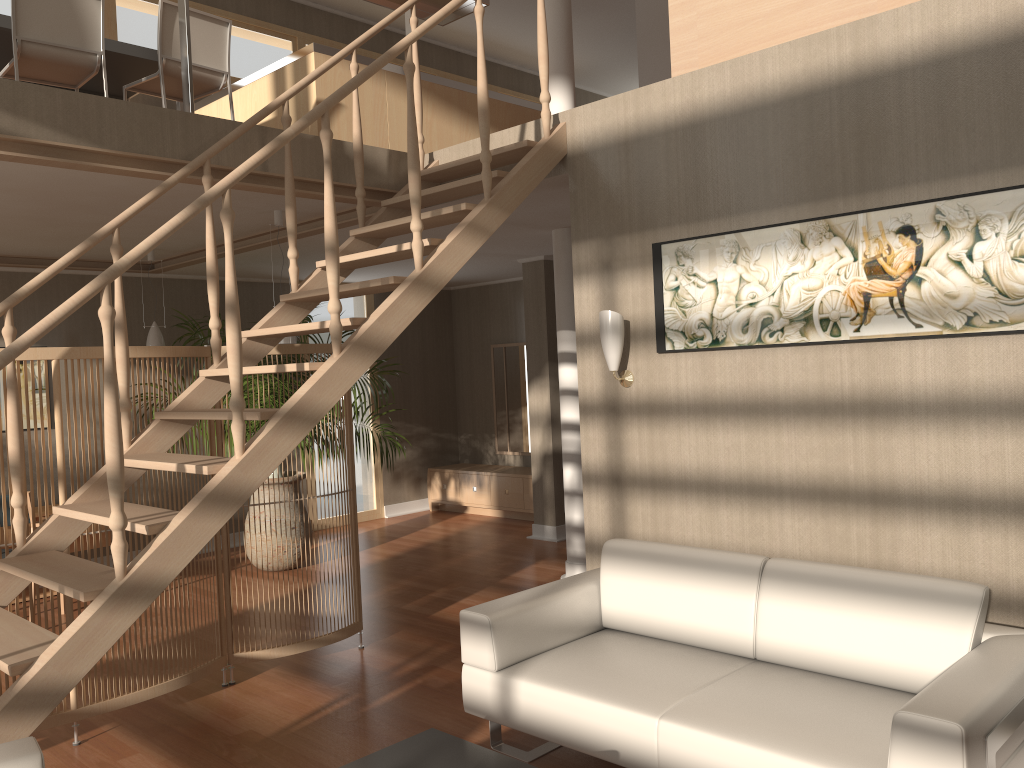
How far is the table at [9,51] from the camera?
5.0 meters

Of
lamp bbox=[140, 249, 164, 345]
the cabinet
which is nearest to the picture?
lamp bbox=[140, 249, 164, 345]

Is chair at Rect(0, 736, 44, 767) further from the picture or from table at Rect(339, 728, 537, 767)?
the picture

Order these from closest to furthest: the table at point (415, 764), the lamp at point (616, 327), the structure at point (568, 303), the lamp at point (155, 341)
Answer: the table at point (415, 764) < the lamp at point (616, 327) < the structure at point (568, 303) < the lamp at point (155, 341)

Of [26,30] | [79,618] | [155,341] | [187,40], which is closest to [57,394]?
[79,618]

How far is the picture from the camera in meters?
3.0

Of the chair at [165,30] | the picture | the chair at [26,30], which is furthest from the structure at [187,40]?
the picture

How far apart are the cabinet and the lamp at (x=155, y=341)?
3.44m

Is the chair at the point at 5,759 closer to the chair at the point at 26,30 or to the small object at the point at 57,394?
the small object at the point at 57,394

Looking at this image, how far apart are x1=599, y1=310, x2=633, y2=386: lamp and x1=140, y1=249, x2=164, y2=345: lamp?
3.91m
